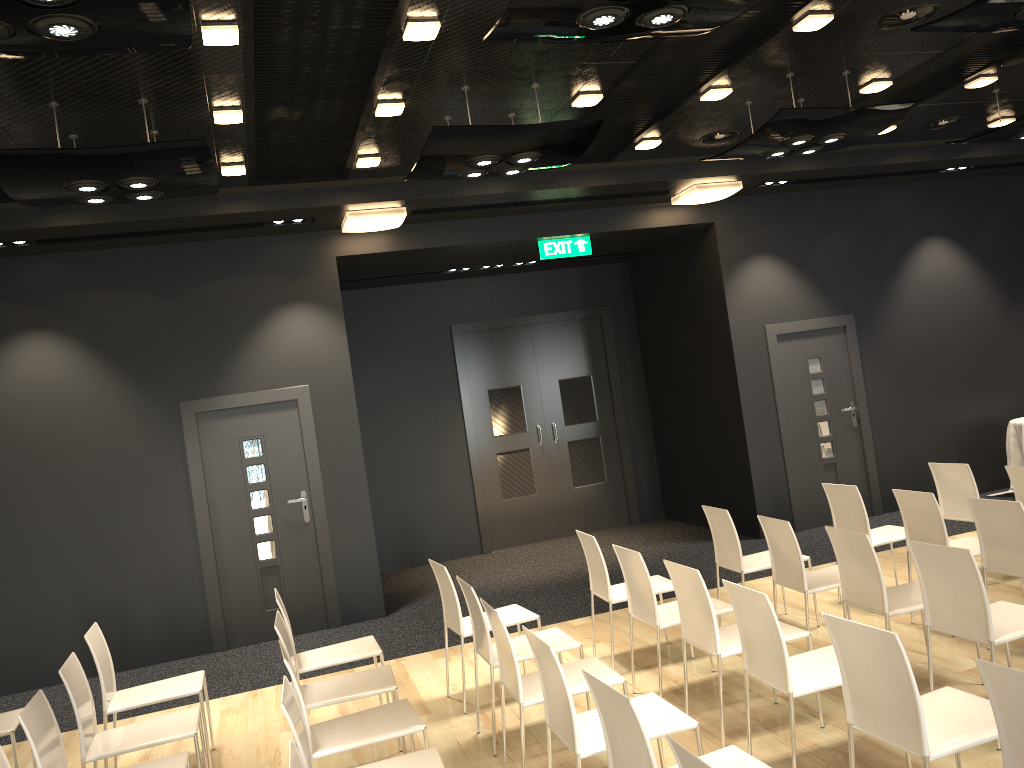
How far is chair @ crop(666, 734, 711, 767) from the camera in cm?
218

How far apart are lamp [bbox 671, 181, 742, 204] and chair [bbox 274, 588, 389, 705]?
5.09m

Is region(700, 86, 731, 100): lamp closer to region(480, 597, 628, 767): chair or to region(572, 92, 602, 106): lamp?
region(572, 92, 602, 106): lamp

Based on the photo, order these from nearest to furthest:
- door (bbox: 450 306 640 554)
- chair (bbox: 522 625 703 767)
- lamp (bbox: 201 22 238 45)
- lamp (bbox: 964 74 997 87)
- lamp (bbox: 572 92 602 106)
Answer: chair (bbox: 522 625 703 767) < lamp (bbox: 201 22 238 45) < lamp (bbox: 572 92 602 106) < lamp (bbox: 964 74 997 87) < door (bbox: 450 306 640 554)

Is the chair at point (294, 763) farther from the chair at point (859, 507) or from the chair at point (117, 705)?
the chair at point (859, 507)

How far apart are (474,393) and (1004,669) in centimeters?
841cm

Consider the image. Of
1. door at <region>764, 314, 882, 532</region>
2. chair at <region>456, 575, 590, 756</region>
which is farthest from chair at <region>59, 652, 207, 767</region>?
door at <region>764, 314, 882, 532</region>

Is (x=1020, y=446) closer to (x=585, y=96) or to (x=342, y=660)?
(x=585, y=96)

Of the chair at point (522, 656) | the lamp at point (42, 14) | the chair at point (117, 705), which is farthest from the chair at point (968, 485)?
the lamp at point (42, 14)

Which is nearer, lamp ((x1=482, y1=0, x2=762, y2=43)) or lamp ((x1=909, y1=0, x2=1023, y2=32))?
lamp ((x1=482, y1=0, x2=762, y2=43))
